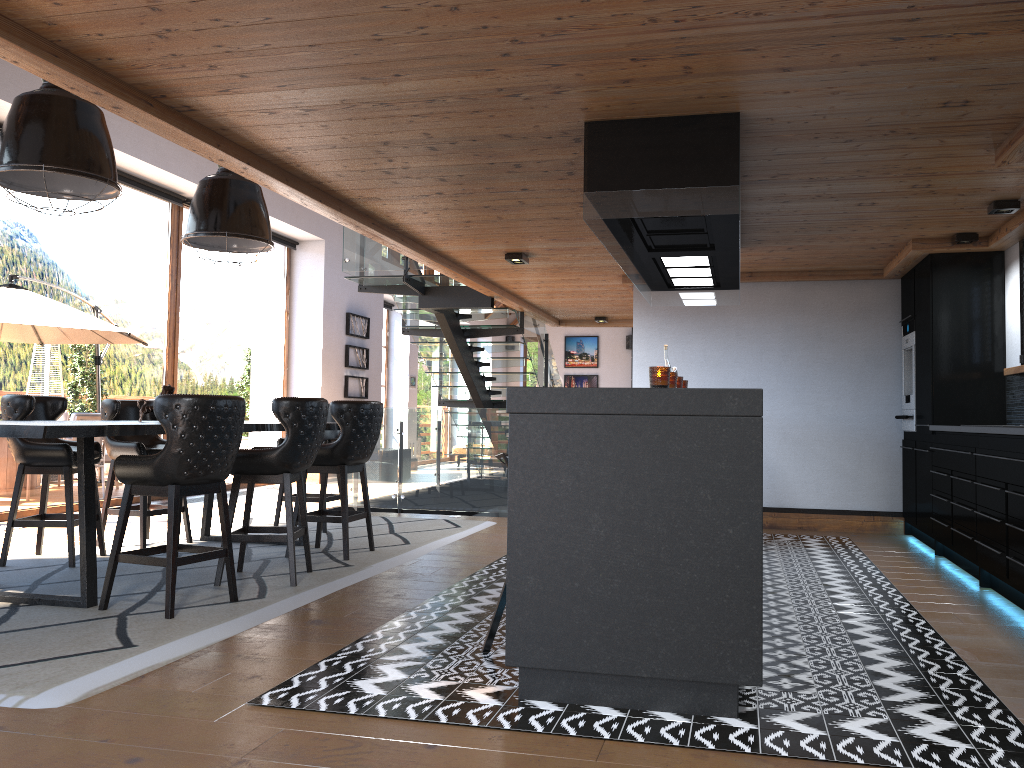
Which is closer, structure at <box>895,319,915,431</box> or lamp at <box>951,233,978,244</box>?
lamp at <box>951,233,978,244</box>

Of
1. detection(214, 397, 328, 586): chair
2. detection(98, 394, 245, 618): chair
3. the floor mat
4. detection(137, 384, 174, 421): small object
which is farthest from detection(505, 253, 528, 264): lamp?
detection(98, 394, 245, 618): chair

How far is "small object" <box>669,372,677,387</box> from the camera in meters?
3.5

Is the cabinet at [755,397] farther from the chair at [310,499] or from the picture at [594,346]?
the picture at [594,346]

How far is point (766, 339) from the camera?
8.3m

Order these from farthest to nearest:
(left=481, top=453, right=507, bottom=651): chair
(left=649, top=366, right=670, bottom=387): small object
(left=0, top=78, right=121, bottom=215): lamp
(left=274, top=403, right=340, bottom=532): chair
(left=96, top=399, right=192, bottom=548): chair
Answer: (left=274, top=403, right=340, bottom=532): chair
(left=96, top=399, right=192, bottom=548): chair
(left=0, top=78, right=121, bottom=215): lamp
(left=481, top=453, right=507, bottom=651): chair
(left=649, top=366, right=670, bottom=387): small object

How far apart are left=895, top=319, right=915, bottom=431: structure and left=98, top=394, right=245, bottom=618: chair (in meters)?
5.47

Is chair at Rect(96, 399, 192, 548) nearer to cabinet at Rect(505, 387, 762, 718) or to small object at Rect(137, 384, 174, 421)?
small object at Rect(137, 384, 174, 421)

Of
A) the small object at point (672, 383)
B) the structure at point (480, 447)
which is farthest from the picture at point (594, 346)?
the small object at point (672, 383)

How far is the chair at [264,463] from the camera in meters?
5.1 m
